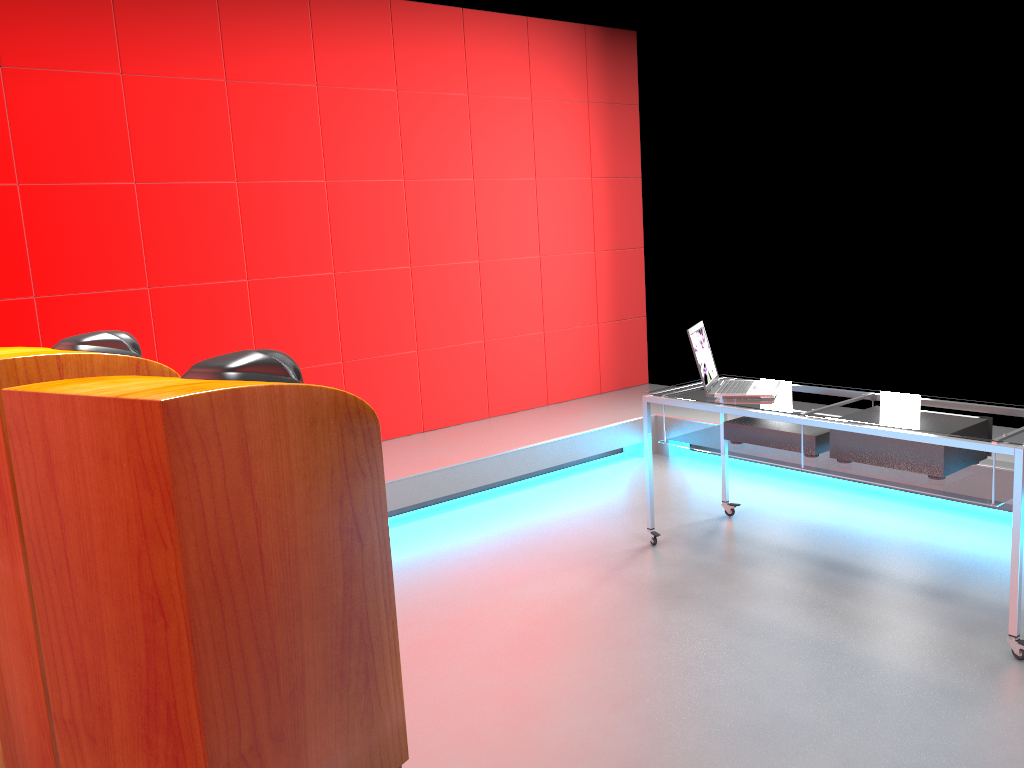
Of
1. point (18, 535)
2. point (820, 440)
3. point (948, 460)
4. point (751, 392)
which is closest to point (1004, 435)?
point (948, 460)

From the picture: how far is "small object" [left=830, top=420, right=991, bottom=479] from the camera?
3.03m

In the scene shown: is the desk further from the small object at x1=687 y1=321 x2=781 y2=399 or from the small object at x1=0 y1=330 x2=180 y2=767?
the small object at x1=0 y1=330 x2=180 y2=767

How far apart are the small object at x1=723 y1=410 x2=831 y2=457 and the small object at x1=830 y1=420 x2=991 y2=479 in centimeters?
8cm

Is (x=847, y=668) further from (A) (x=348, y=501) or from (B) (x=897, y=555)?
(A) (x=348, y=501)

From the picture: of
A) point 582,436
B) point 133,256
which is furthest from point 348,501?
point 582,436

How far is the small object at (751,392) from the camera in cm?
360

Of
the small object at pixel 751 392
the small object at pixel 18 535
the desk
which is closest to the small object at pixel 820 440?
the desk

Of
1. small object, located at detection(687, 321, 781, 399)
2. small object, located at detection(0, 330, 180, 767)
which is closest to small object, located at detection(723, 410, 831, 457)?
small object, located at detection(687, 321, 781, 399)

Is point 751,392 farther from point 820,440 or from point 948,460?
point 948,460
